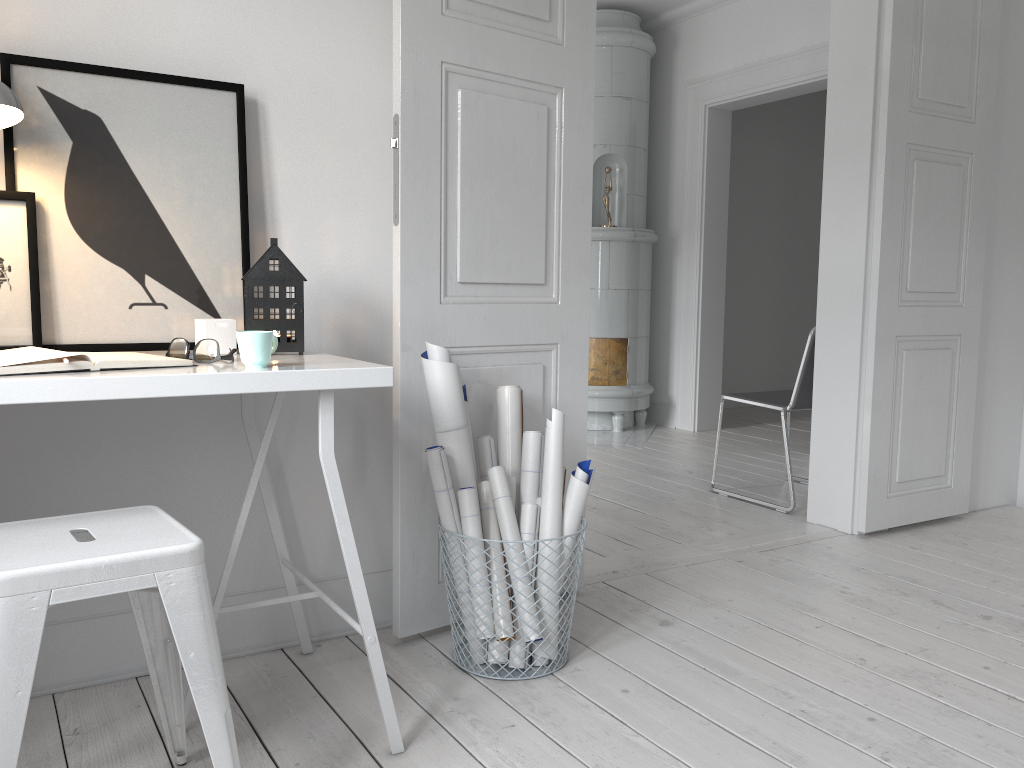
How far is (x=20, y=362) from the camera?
1.4m

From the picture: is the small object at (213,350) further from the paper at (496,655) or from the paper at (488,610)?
the paper at (496,655)

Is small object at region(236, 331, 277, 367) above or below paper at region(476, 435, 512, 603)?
above

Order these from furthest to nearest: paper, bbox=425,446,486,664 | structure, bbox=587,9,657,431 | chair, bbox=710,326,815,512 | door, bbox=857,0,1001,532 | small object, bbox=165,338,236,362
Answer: structure, bbox=587,9,657,431, chair, bbox=710,326,815,512, door, bbox=857,0,1001,532, paper, bbox=425,446,486,664, small object, bbox=165,338,236,362

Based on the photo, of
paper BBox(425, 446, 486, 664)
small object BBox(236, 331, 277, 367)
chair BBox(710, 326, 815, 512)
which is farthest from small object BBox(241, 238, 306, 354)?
chair BBox(710, 326, 815, 512)

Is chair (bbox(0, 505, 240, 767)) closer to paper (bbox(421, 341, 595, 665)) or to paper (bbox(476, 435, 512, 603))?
paper (bbox(421, 341, 595, 665))

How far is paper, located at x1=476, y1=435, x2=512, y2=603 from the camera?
2.3 meters

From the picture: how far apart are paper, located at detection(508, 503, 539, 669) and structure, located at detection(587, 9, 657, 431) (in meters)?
3.61

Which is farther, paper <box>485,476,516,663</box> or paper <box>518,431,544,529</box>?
paper <box>518,431,544,529</box>

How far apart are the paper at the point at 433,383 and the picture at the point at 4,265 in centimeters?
84cm
